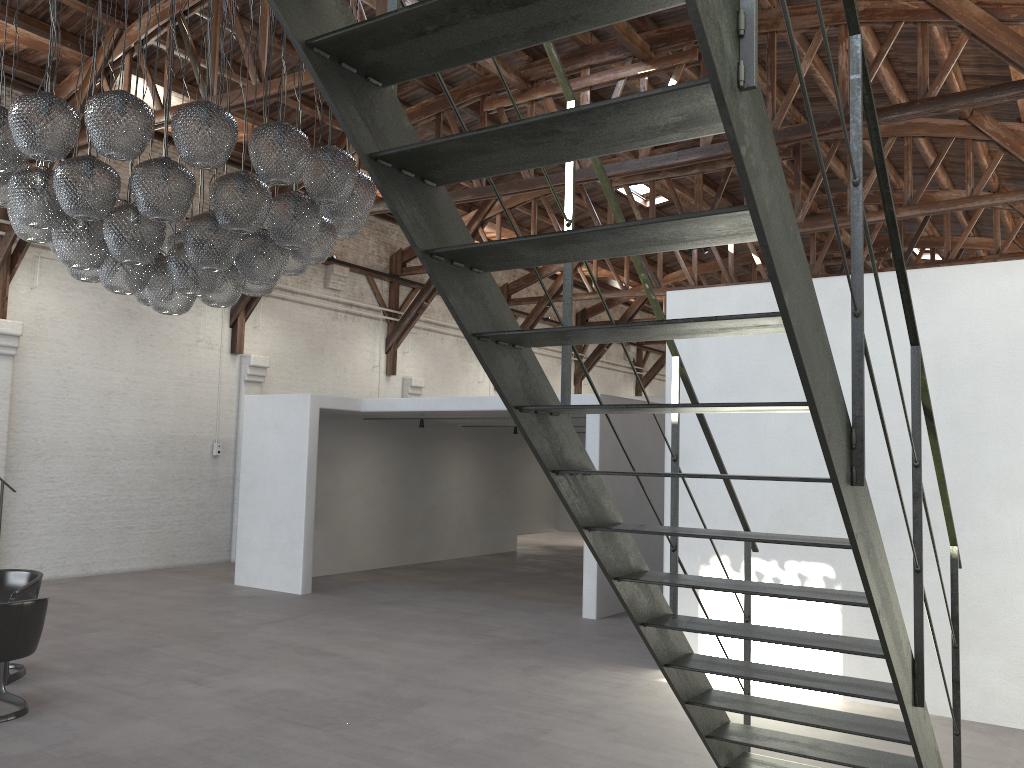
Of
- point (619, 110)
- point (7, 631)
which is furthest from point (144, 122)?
point (619, 110)

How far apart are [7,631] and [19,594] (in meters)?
1.14

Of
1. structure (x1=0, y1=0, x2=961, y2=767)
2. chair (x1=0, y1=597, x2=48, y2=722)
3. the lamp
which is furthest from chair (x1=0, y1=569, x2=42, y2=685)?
structure (x1=0, y1=0, x2=961, y2=767)

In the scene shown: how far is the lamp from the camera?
4.9 meters

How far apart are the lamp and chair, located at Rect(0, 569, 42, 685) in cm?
243

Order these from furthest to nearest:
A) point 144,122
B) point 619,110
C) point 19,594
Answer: point 19,594, point 144,122, point 619,110

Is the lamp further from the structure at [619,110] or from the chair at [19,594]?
the structure at [619,110]

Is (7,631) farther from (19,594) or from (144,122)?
(144,122)

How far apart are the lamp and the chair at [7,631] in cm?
205

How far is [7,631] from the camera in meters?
5.6
